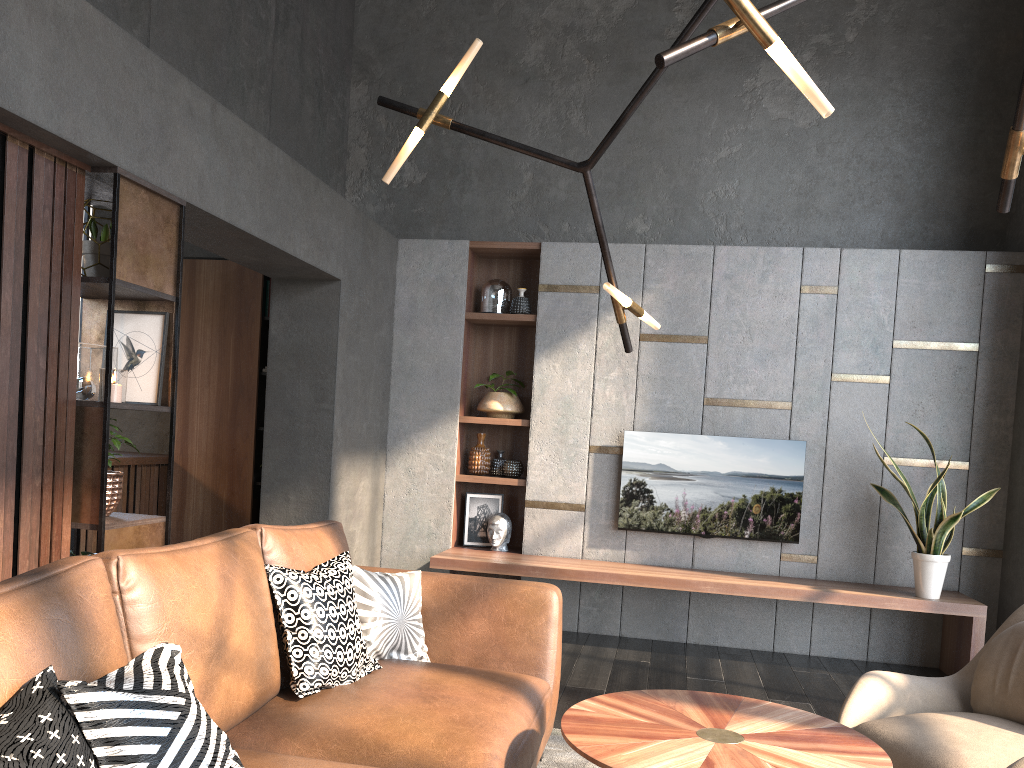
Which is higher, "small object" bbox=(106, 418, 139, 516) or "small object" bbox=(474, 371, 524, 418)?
"small object" bbox=(474, 371, 524, 418)

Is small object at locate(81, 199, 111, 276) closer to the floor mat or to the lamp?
the lamp

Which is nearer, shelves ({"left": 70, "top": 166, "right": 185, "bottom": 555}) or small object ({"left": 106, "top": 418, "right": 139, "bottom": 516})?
shelves ({"left": 70, "top": 166, "right": 185, "bottom": 555})

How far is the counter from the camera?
5.7m

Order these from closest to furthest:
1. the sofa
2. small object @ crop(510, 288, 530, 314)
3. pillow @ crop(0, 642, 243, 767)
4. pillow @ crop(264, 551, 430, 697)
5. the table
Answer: pillow @ crop(0, 642, 243, 767), the sofa, the table, pillow @ crop(264, 551, 430, 697), small object @ crop(510, 288, 530, 314)

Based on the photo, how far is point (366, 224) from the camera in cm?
537

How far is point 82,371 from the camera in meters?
3.1

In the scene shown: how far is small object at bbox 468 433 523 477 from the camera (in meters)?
5.83

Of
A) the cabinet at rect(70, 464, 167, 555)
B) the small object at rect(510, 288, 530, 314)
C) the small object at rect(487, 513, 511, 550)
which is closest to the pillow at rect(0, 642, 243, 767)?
the small object at rect(487, 513, 511, 550)

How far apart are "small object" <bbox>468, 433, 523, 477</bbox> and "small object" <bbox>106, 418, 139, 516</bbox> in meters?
2.9
